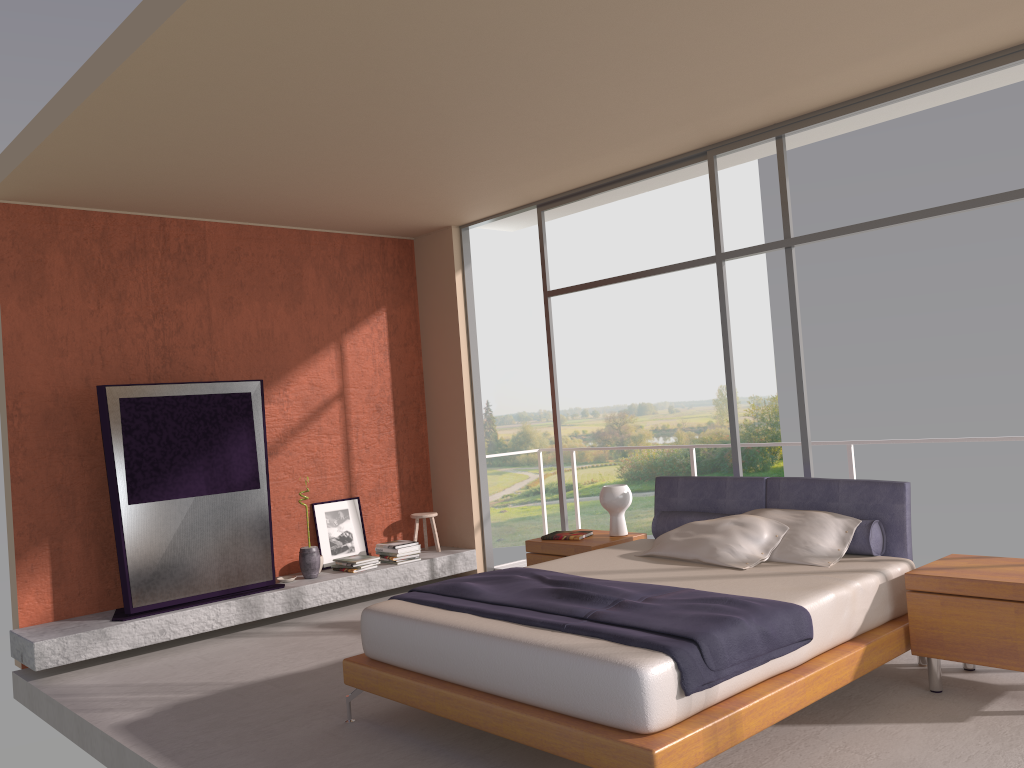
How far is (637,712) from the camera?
3.1 meters

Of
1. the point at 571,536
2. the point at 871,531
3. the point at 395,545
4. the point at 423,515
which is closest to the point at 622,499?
the point at 571,536

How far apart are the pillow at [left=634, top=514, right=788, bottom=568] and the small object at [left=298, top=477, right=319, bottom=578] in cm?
301

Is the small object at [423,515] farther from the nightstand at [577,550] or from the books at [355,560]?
the nightstand at [577,550]

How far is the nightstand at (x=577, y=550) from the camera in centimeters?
579cm

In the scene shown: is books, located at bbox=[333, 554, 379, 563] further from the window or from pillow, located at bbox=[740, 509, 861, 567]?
pillow, located at bbox=[740, 509, 861, 567]

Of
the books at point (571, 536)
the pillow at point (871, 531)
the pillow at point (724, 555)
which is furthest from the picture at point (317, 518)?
the pillow at point (724, 555)

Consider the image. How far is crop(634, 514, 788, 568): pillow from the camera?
4.7m

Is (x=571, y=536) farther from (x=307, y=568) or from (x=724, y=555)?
(x=307, y=568)

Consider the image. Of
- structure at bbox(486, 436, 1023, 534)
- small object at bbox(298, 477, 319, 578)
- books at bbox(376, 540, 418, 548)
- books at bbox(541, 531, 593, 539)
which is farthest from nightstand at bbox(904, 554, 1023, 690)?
small object at bbox(298, 477, 319, 578)
